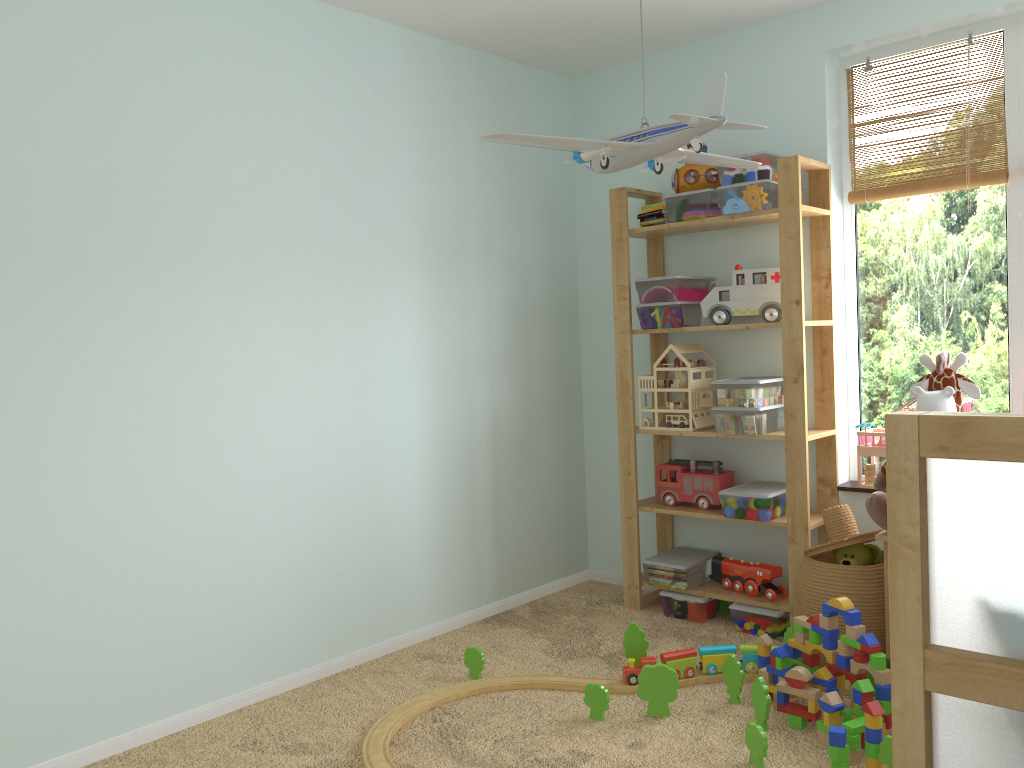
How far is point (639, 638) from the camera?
2.76m

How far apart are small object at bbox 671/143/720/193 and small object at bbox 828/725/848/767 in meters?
1.9 m

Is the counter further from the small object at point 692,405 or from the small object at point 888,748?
the small object at point 692,405

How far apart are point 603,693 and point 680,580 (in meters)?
0.94

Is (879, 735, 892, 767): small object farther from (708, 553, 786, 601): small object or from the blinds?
the blinds

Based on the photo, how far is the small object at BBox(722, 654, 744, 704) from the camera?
2.5 meters

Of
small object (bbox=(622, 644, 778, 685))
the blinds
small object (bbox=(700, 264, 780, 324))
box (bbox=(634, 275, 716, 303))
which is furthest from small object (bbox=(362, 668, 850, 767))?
the blinds

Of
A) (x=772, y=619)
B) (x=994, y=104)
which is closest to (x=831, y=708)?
(x=772, y=619)

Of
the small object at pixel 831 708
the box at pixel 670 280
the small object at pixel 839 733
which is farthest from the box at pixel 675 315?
the small object at pixel 839 733

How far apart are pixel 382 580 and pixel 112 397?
1.1m
